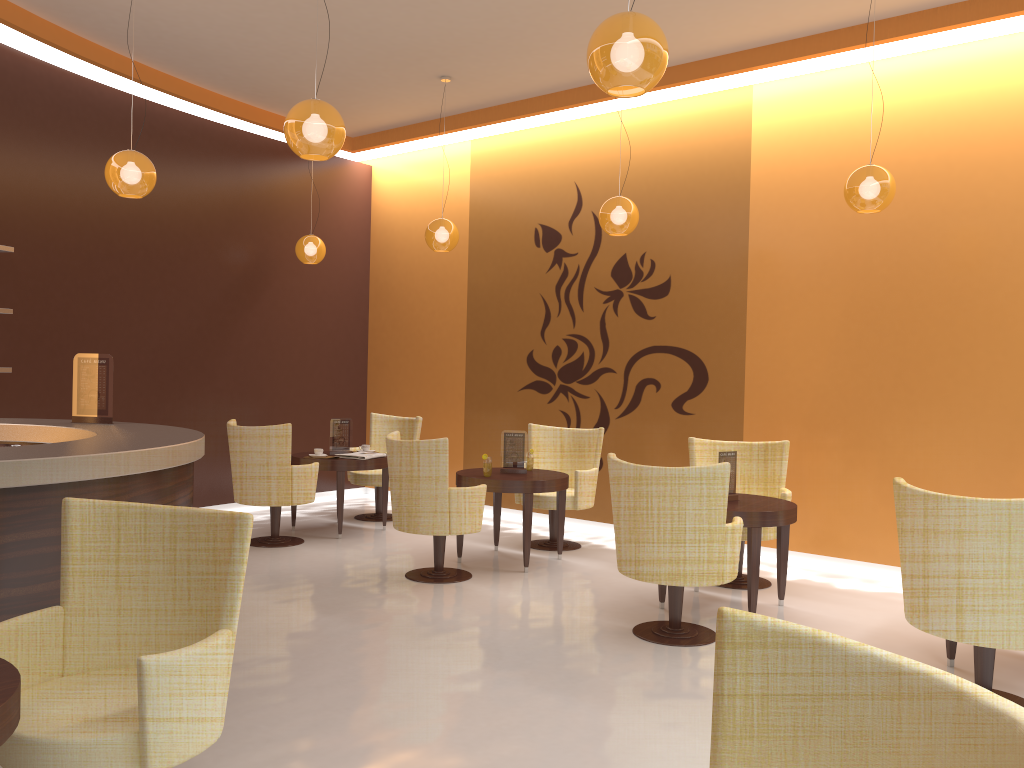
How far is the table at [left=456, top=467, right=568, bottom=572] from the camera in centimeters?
646cm

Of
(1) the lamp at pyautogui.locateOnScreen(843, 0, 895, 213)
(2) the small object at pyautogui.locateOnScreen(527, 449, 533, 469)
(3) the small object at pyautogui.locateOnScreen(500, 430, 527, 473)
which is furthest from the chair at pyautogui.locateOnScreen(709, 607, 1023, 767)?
(2) the small object at pyautogui.locateOnScreen(527, 449, 533, 469)

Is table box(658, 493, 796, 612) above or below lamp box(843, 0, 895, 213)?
below

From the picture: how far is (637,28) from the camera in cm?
311

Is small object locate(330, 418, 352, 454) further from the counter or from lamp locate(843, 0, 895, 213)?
lamp locate(843, 0, 895, 213)

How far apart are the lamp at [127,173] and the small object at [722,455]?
3.9 meters

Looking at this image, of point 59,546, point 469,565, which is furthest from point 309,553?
point 59,546

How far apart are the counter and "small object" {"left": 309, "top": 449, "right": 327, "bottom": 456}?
2.6m

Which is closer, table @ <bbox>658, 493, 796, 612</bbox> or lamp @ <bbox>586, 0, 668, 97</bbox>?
lamp @ <bbox>586, 0, 668, 97</bbox>

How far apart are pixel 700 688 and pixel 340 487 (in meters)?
4.19
